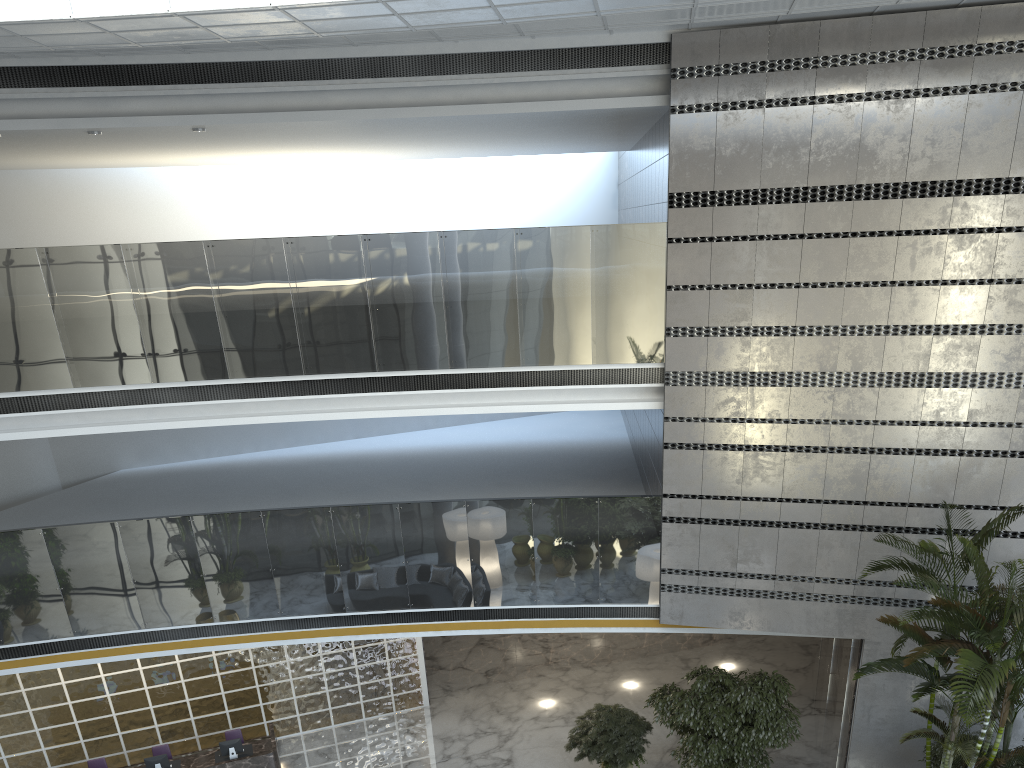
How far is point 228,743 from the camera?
10.8m

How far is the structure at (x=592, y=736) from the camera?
10.15m

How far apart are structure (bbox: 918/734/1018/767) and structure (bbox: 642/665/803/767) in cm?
152

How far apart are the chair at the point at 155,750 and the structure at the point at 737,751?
6.4m

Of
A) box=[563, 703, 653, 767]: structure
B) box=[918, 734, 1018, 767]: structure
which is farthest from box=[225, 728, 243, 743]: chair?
box=[918, 734, 1018, 767]: structure

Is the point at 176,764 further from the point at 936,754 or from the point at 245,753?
the point at 936,754

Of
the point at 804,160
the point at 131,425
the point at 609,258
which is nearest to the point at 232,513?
the point at 131,425

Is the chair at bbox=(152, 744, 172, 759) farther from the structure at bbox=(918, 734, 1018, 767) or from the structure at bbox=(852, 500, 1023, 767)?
the structure at bbox=(918, 734, 1018, 767)

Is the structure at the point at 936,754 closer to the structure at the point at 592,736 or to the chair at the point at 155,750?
the structure at the point at 592,736

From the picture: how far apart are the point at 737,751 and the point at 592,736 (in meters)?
1.72
